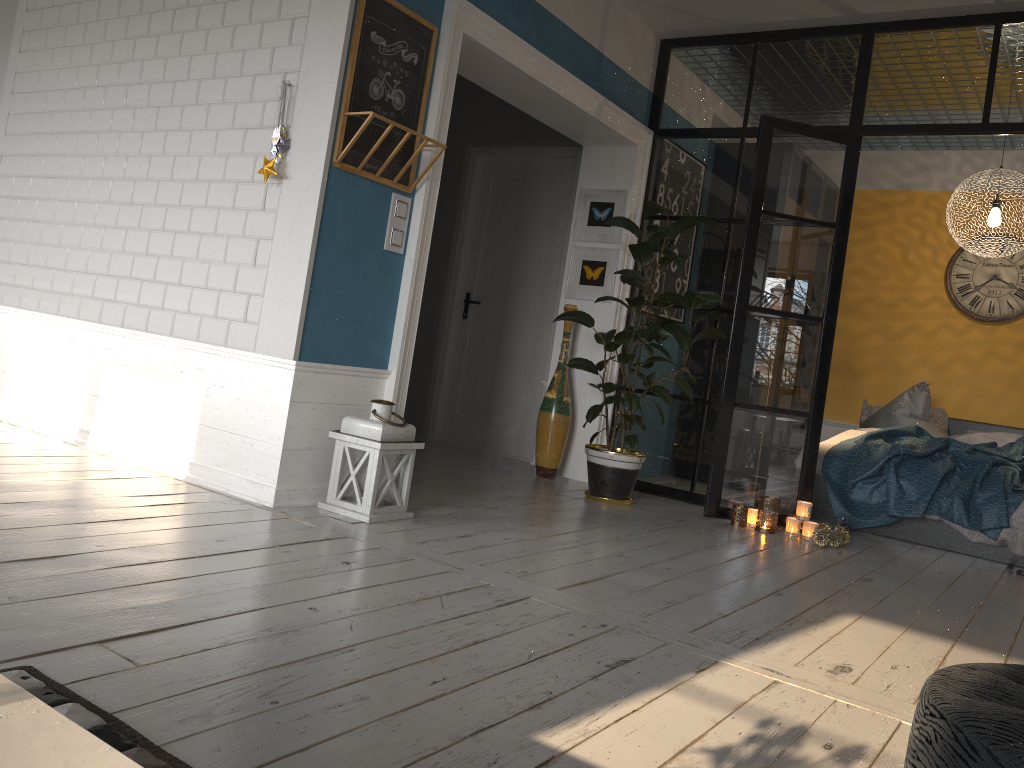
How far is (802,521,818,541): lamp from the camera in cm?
477

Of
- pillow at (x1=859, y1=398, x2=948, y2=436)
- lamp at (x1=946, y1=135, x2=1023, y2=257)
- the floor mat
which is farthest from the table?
pillow at (x1=859, y1=398, x2=948, y2=436)

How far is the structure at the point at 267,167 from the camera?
3.62m

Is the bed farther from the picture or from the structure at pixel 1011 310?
the picture

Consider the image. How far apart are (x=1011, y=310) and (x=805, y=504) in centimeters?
340cm

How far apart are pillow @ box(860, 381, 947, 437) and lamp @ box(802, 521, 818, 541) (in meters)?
2.11

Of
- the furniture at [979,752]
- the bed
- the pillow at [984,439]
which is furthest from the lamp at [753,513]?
the furniture at [979,752]

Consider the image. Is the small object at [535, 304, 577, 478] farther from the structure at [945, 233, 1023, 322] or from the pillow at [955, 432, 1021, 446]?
the structure at [945, 233, 1023, 322]

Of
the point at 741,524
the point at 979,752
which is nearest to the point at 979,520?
the point at 741,524

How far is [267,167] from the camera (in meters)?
3.62
